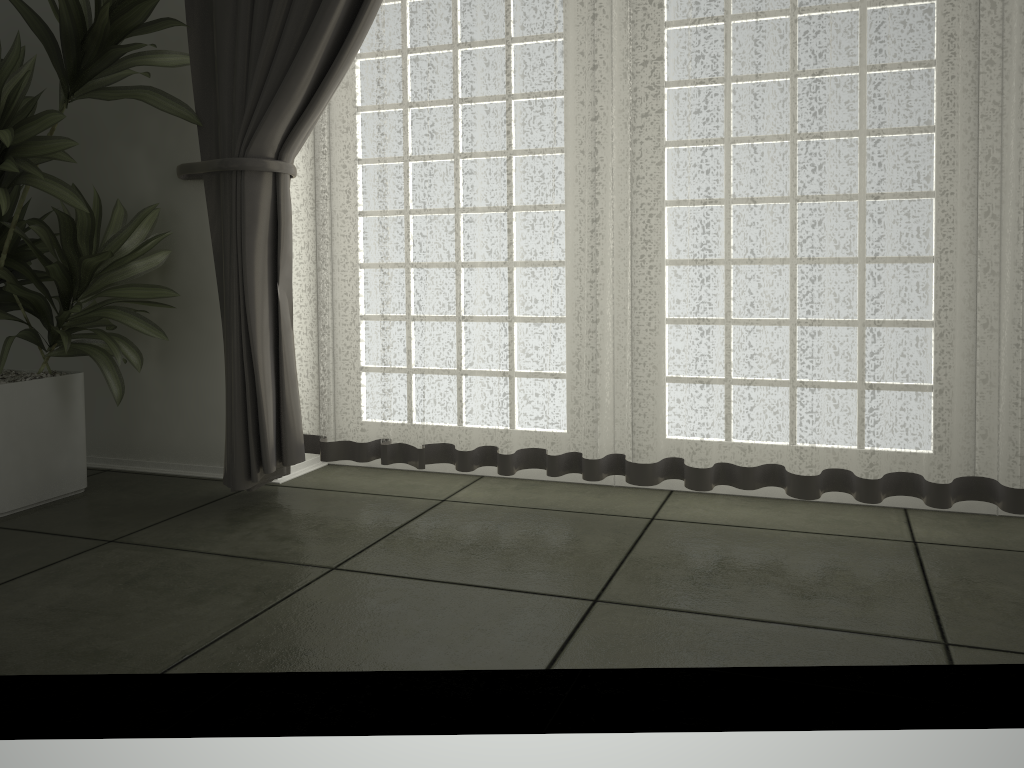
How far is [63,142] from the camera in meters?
2.2

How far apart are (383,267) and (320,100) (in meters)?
0.46

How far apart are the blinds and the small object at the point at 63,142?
0.0 meters

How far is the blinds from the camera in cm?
199

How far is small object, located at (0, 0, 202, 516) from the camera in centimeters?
222cm

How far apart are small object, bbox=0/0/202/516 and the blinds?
0.0m

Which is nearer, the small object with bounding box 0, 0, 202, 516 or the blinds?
the blinds
